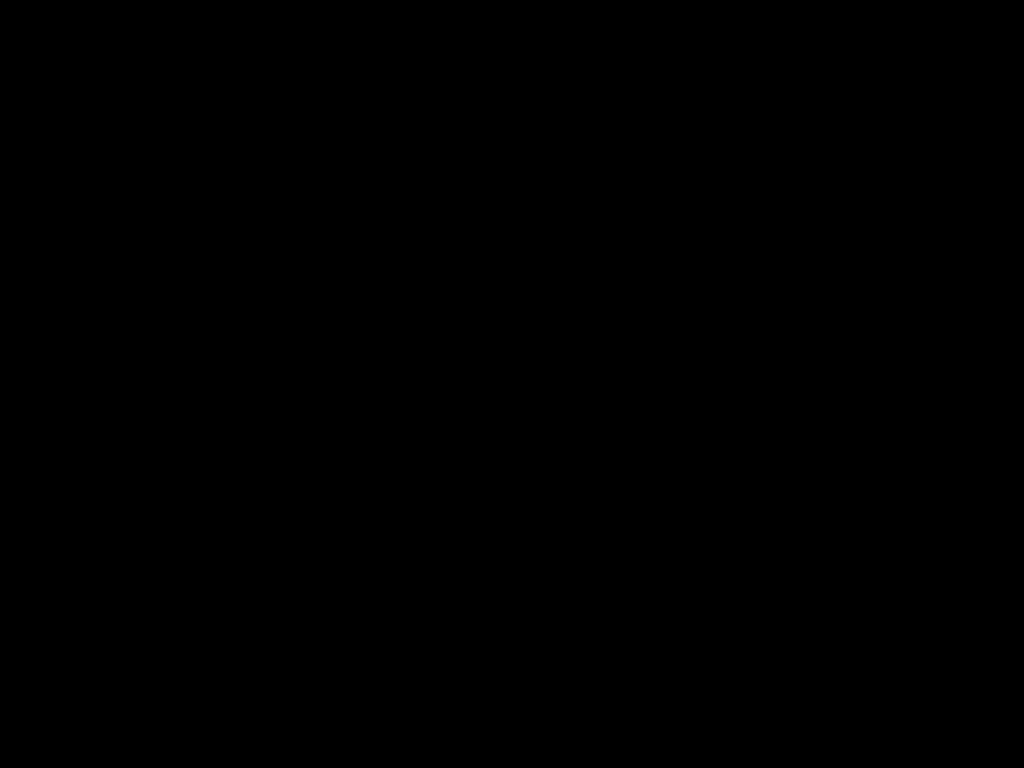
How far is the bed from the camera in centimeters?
40cm

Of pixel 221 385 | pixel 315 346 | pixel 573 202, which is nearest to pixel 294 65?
pixel 573 202

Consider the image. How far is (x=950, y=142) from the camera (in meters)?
0.40

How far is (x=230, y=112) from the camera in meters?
0.5 m

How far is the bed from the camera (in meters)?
0.40
